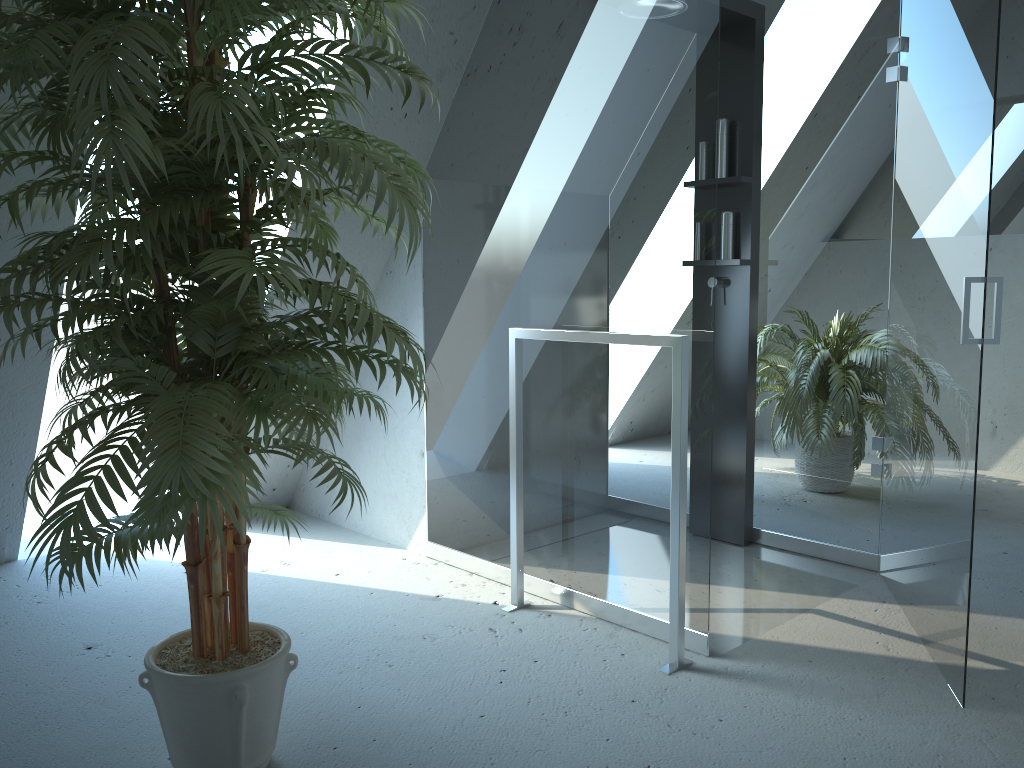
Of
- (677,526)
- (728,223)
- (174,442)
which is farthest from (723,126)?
(174,442)

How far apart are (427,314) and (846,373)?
1.5m

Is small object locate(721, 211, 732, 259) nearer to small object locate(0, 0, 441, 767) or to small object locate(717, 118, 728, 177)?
small object locate(717, 118, 728, 177)

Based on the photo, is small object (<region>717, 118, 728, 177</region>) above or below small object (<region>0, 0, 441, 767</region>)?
above

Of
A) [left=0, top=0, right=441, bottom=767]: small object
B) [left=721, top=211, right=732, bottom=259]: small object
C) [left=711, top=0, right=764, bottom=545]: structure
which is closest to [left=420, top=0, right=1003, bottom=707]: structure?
[left=711, top=0, right=764, bottom=545]: structure

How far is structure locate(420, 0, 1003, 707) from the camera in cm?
225

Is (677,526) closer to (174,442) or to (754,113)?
(174,442)

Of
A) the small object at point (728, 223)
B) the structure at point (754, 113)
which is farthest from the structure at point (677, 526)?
the small object at point (728, 223)

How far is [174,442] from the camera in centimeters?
133cm

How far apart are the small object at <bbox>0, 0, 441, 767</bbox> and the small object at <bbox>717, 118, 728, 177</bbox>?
1.6m
